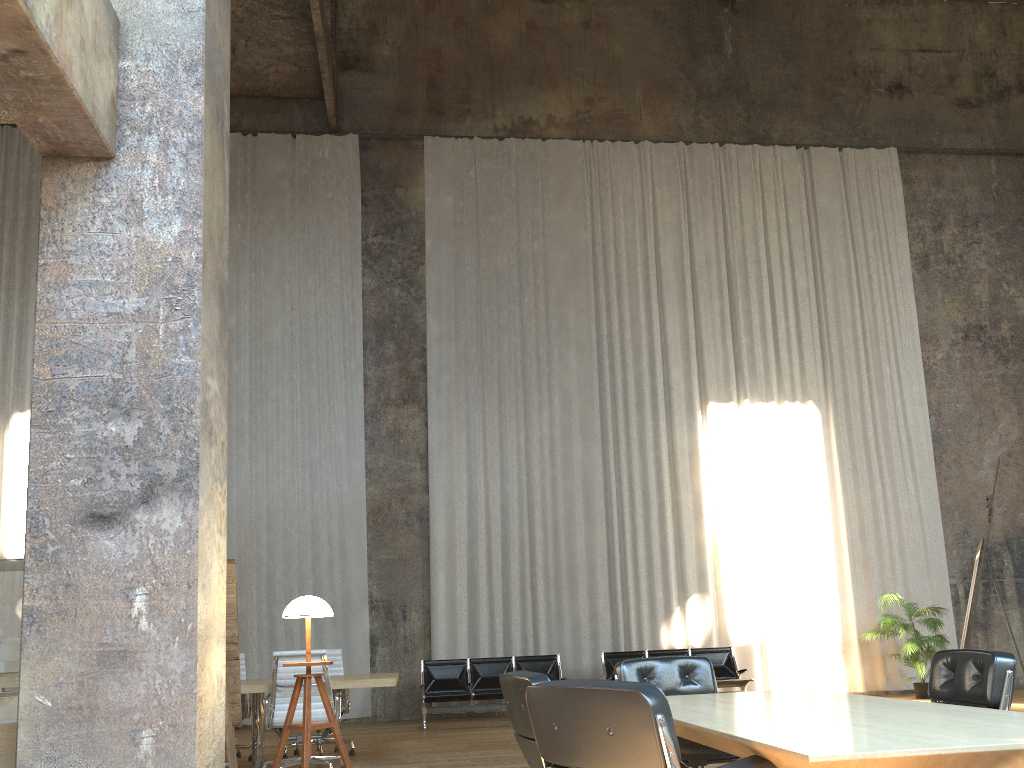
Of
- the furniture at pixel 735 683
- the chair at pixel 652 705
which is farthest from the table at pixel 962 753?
the furniture at pixel 735 683

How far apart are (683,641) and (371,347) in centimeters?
616cm

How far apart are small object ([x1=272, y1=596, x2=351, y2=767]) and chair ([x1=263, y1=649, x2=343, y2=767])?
2.8m

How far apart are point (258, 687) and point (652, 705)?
5.3m

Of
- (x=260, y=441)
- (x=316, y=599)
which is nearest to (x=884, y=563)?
(x=260, y=441)

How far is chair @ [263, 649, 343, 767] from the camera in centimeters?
679cm

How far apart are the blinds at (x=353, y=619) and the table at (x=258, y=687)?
4.2m

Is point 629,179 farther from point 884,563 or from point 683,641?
point 683,641

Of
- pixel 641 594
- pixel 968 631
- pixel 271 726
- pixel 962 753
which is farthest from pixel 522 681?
pixel 641 594

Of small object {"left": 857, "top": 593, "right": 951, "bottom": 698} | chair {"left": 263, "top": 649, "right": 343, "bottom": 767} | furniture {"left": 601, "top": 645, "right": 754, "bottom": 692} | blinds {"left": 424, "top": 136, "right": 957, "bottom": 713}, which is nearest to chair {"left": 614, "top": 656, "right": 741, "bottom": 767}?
chair {"left": 263, "top": 649, "right": 343, "bottom": 767}
